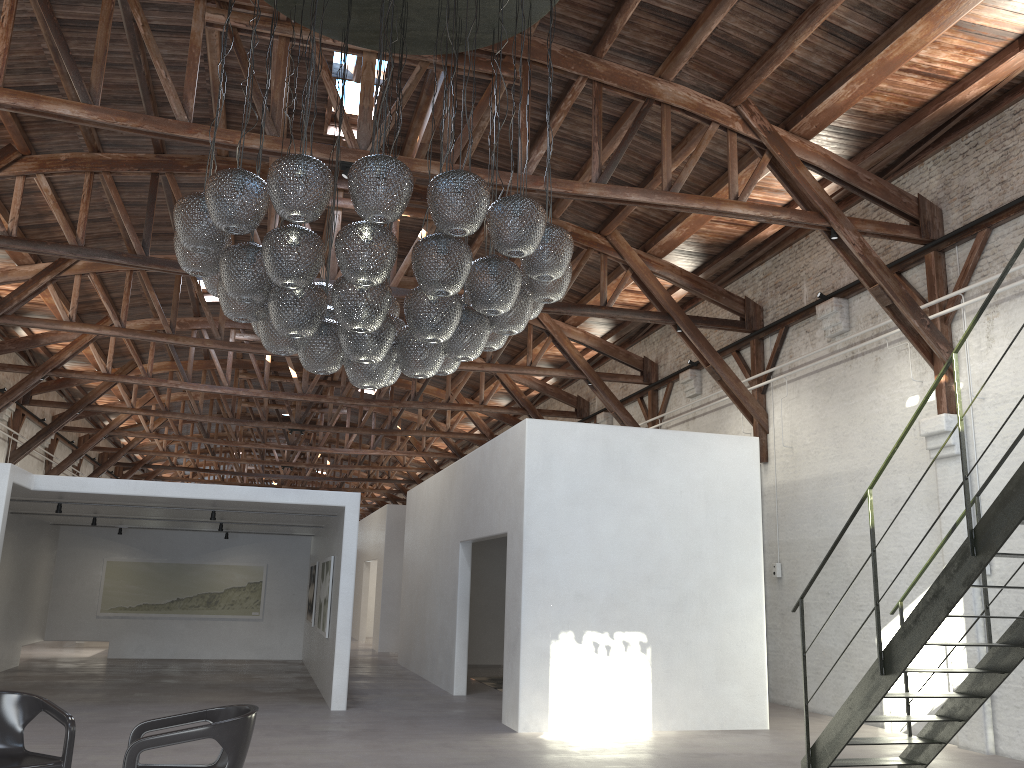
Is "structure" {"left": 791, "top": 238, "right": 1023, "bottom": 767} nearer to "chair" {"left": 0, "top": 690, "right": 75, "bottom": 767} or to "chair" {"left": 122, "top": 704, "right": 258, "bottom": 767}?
"chair" {"left": 122, "top": 704, "right": 258, "bottom": 767}

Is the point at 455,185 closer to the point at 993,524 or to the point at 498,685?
the point at 993,524

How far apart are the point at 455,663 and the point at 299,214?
8.6m

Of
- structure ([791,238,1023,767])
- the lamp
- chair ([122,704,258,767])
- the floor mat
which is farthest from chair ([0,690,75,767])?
the floor mat

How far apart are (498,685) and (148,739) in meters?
9.6

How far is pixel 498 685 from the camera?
13.3m

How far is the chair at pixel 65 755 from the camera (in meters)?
4.75

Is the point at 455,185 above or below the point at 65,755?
above

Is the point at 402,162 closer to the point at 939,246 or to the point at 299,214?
the point at 299,214

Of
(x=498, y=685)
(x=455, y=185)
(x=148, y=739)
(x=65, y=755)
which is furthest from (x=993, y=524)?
(x=498, y=685)
